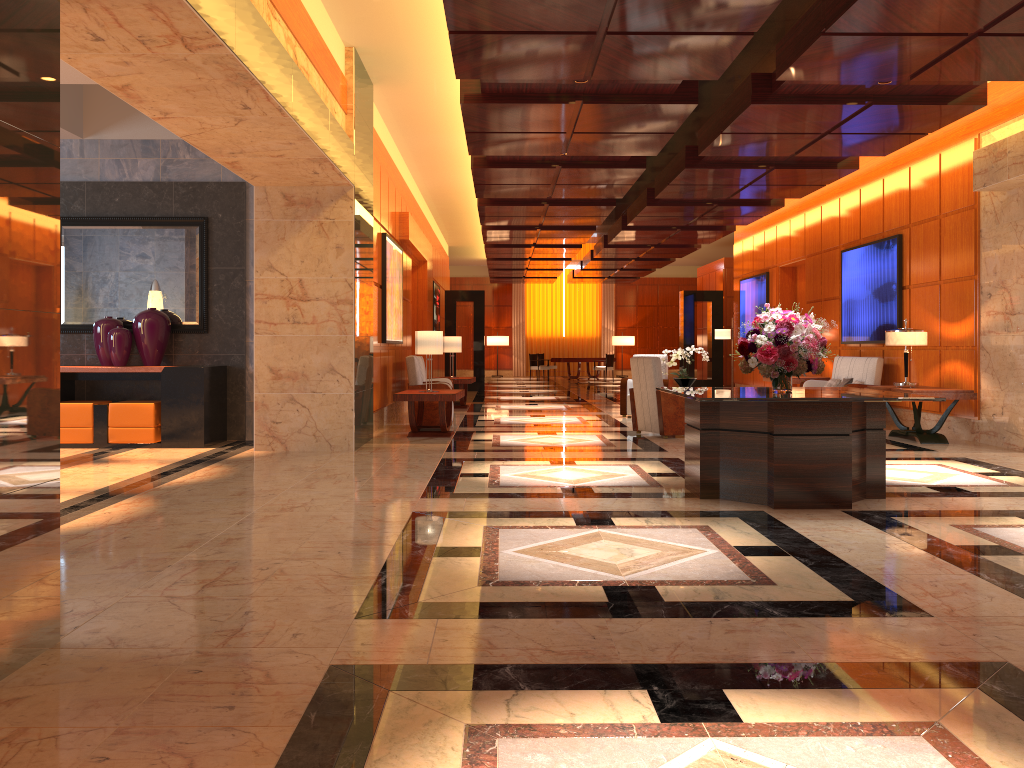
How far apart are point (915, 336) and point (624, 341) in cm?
2221

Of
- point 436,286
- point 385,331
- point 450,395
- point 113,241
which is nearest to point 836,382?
point 450,395

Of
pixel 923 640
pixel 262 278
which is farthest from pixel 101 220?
pixel 923 640

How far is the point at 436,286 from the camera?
20.6 meters

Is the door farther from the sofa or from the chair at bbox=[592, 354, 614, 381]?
the chair at bbox=[592, 354, 614, 381]

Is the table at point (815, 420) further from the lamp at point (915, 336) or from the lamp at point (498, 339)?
the lamp at point (498, 339)

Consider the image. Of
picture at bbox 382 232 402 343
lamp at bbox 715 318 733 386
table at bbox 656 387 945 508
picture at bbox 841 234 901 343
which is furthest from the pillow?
table at bbox 656 387 945 508

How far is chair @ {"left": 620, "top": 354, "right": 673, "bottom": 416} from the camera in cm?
1354

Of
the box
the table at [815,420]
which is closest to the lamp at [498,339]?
the box

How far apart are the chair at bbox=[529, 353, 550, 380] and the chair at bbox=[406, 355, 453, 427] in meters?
16.7 m
